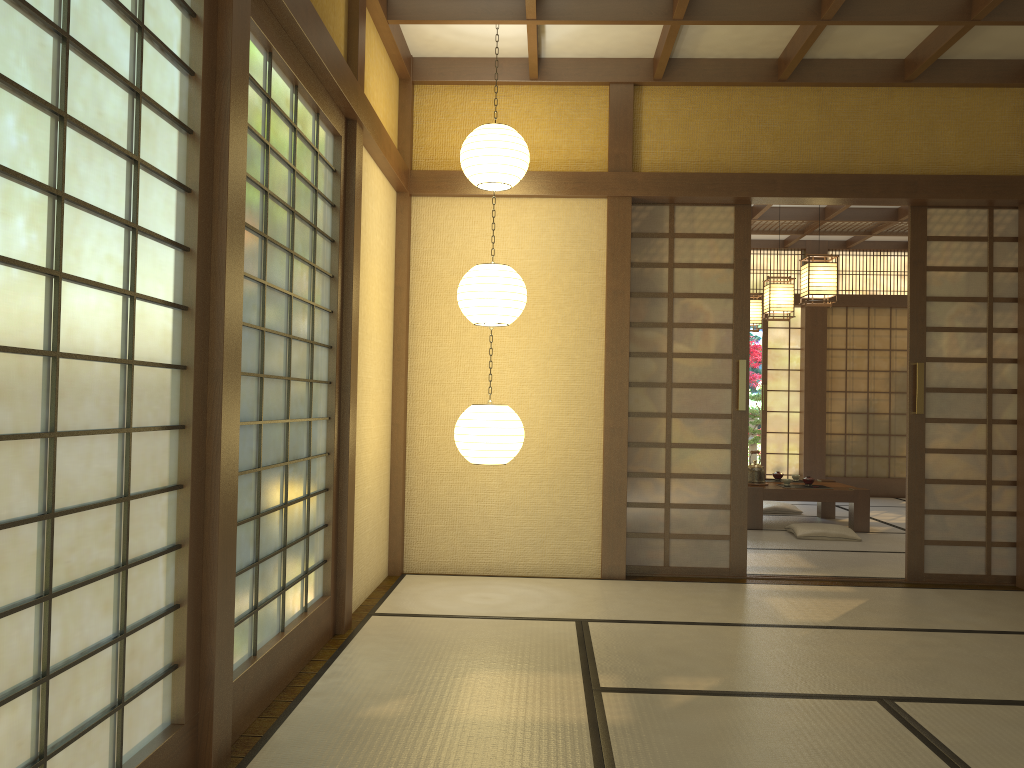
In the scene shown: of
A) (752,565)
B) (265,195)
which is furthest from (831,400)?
(265,195)

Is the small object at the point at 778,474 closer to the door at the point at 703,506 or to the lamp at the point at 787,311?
the lamp at the point at 787,311

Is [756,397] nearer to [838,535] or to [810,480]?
[810,480]

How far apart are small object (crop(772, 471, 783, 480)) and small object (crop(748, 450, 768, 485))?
0.5 meters

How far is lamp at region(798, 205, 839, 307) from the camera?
6.6m

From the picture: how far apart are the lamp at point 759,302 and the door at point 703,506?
3.8 meters

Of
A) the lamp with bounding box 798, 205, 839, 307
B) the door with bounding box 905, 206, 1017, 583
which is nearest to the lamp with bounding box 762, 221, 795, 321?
the lamp with bounding box 798, 205, 839, 307

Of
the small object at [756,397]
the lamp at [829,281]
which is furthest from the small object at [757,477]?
the small object at [756,397]

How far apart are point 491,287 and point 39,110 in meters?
2.9 m

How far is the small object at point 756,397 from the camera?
12.3 meters
